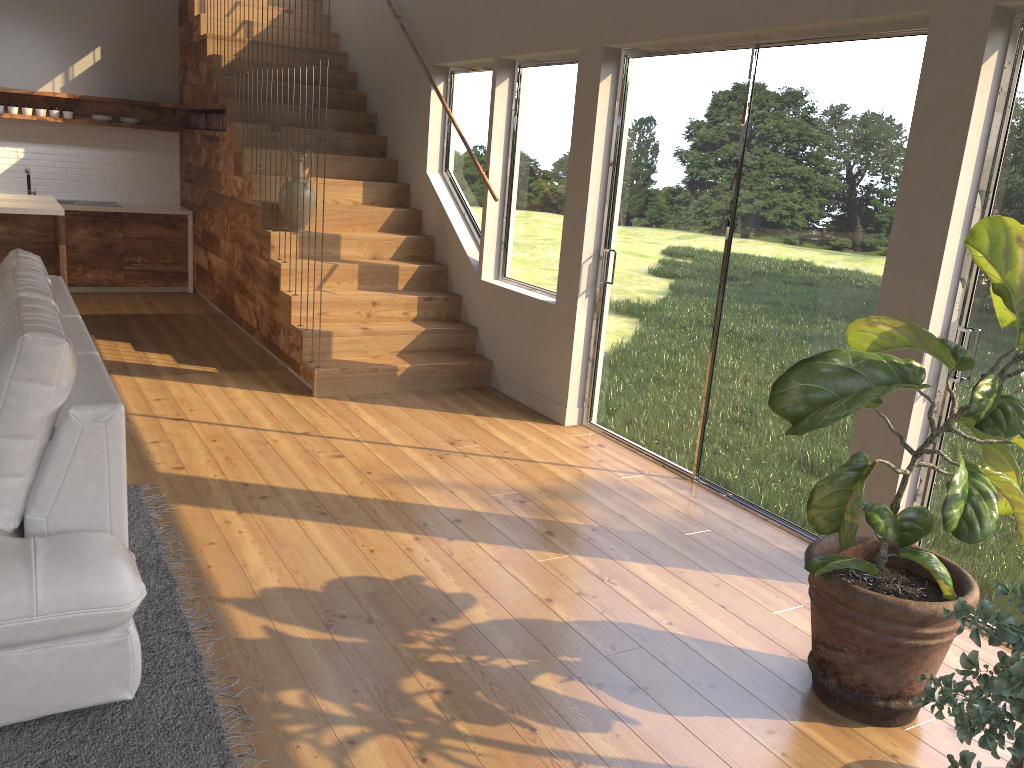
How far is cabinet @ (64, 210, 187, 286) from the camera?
8.0 meters

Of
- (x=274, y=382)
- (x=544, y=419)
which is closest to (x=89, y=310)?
(x=274, y=382)

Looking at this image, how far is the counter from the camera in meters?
8.1 m

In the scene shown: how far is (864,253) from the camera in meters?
3.6

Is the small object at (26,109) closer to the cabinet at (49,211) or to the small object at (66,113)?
the small object at (66,113)

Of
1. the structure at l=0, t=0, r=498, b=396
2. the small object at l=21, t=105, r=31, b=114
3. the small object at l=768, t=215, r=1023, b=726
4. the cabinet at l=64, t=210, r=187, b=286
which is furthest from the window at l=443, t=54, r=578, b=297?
the small object at l=21, t=105, r=31, b=114

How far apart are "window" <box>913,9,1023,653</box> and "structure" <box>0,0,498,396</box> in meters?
3.2 m

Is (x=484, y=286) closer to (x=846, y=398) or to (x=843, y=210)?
(x=843, y=210)

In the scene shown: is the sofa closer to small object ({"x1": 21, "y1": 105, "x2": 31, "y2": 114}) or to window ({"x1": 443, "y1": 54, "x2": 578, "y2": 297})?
window ({"x1": 443, "y1": 54, "x2": 578, "y2": 297})

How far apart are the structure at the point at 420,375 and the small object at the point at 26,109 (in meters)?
0.15
